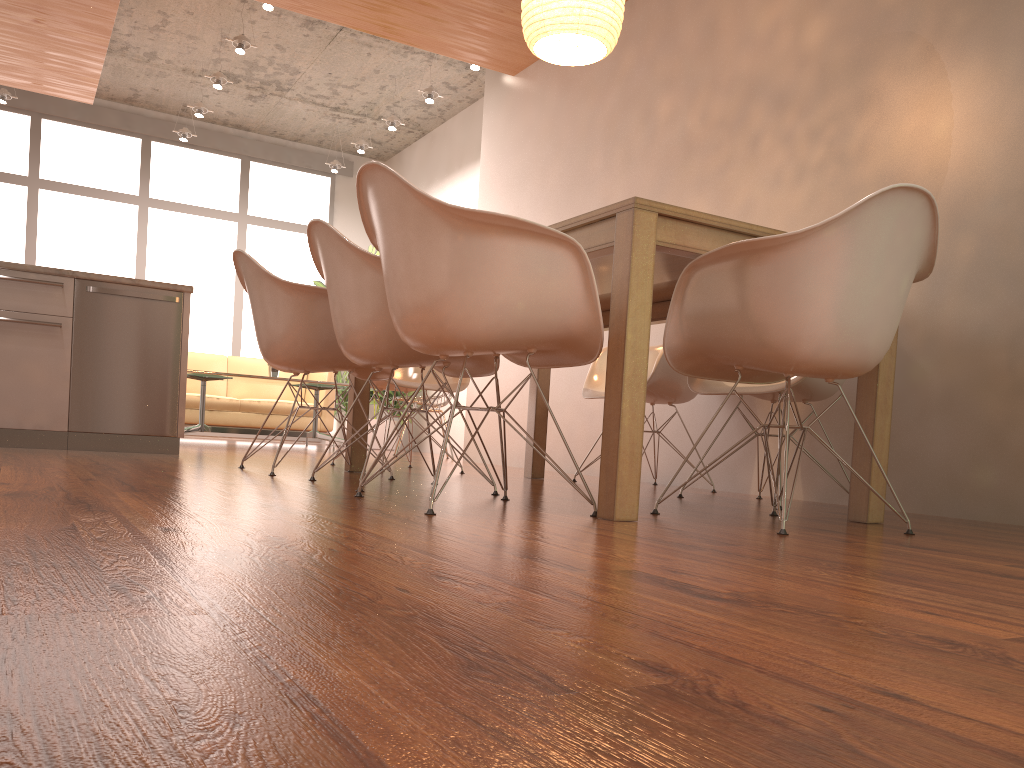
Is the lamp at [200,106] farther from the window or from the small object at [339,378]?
the small object at [339,378]

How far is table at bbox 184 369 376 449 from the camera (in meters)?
6.78

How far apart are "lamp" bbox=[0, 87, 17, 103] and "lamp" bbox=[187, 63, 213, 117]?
1.7m

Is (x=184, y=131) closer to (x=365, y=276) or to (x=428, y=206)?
(x=365, y=276)

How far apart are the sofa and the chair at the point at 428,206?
5.8 meters

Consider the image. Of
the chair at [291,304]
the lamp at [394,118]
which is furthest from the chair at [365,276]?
the lamp at [394,118]

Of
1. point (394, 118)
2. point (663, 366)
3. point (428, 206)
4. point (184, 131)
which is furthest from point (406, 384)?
point (184, 131)

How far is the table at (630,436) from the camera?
2.2m

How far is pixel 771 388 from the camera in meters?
3.2 m

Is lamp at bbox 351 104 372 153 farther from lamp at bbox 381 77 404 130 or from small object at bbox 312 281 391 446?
small object at bbox 312 281 391 446
